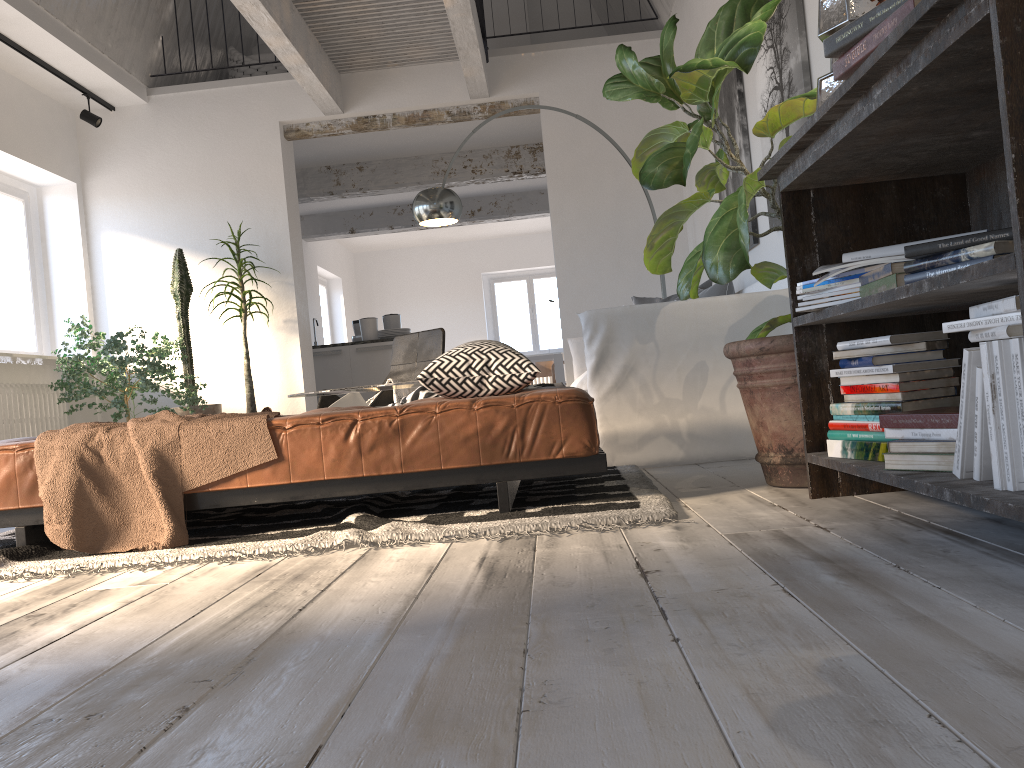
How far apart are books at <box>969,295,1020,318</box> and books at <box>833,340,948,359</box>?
0.40m

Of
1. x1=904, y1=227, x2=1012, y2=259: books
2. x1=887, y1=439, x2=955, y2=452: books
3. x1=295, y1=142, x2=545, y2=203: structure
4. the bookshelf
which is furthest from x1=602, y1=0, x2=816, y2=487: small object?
x1=295, y1=142, x2=545, y2=203: structure

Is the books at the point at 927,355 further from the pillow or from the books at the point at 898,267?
the pillow

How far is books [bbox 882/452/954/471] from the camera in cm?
172

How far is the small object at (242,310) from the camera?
6.7 meters

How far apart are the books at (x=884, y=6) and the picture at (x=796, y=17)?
2.16m

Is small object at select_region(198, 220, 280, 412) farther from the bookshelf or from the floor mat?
the bookshelf

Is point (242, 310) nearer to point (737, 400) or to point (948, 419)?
point (737, 400)

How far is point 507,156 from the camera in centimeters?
917cm

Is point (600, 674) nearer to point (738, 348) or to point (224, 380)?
point (738, 348)
